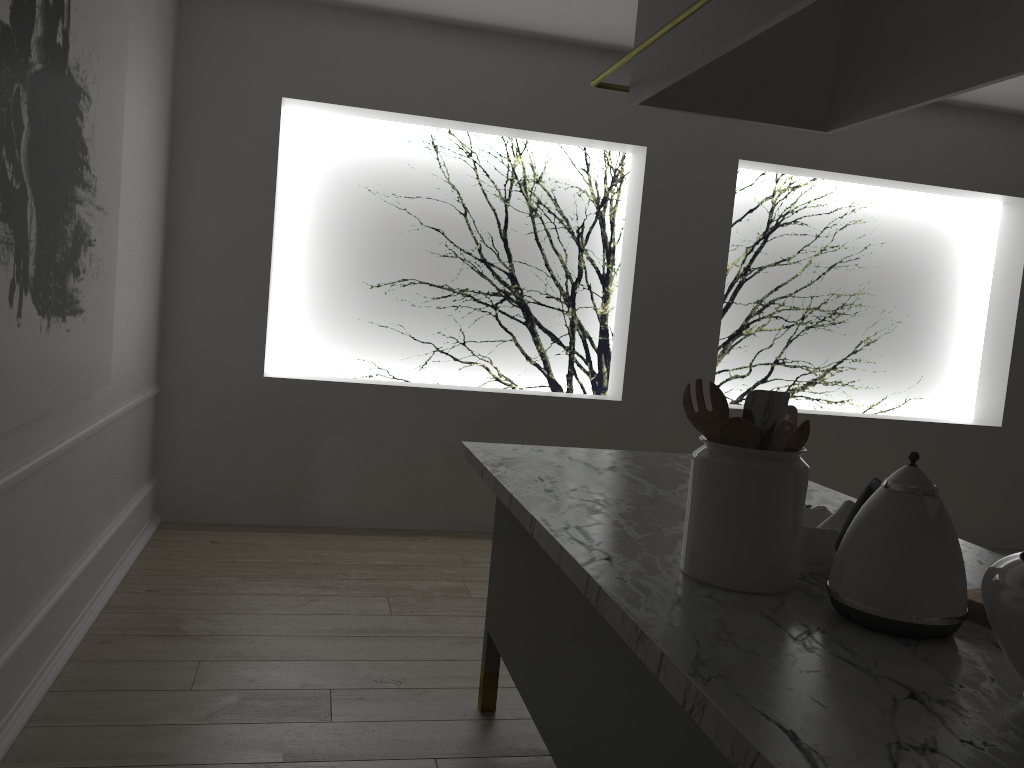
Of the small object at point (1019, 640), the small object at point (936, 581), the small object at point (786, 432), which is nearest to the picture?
the small object at point (786, 432)

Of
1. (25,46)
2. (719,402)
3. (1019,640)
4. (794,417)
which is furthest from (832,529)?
(25,46)

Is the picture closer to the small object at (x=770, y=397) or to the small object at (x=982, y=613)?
the small object at (x=770, y=397)

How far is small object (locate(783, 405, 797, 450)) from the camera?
1.38m

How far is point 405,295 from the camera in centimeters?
458cm

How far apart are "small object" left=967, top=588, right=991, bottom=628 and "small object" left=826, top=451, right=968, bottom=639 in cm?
10

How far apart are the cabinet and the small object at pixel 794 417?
0.2m

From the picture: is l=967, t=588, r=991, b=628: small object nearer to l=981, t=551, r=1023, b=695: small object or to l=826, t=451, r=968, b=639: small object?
l=826, t=451, r=968, b=639: small object

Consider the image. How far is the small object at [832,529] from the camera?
1.39m

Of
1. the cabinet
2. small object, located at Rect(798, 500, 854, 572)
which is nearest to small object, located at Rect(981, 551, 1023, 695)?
the cabinet
